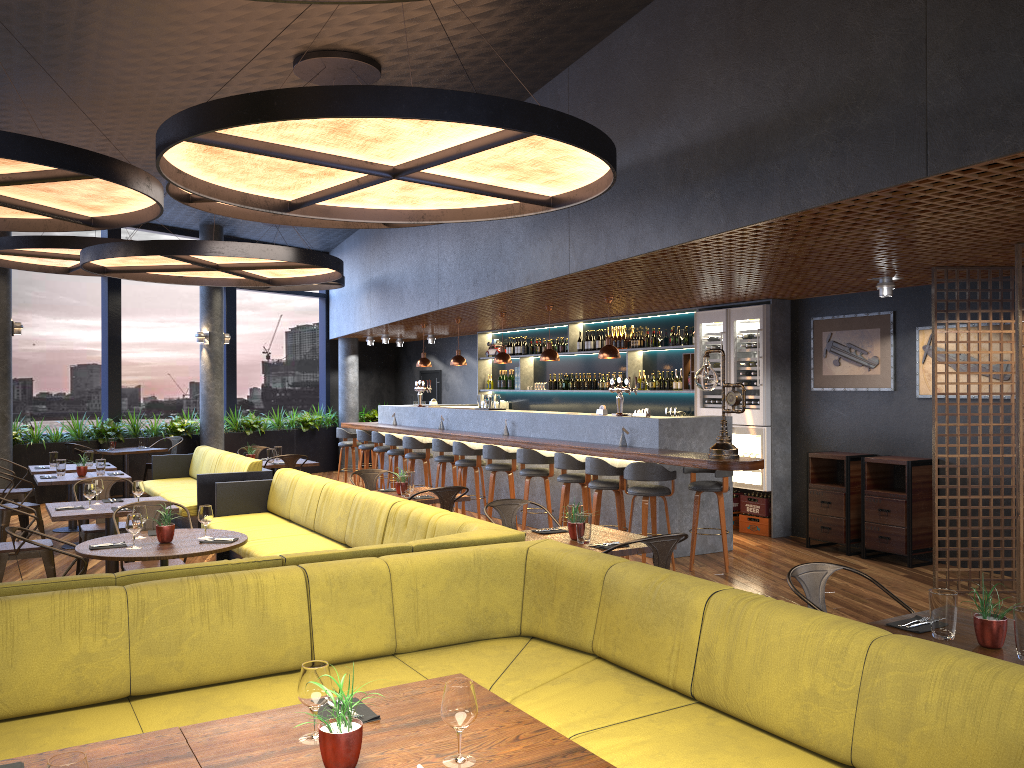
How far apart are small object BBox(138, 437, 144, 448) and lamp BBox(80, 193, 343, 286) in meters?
3.8 m

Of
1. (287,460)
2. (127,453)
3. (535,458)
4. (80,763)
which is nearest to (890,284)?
(535,458)

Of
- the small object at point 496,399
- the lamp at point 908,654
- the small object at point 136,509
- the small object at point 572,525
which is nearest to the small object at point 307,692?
the lamp at point 908,654

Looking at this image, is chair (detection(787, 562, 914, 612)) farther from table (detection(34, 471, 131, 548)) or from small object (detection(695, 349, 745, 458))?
table (detection(34, 471, 131, 548))

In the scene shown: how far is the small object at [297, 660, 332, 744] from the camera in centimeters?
240cm

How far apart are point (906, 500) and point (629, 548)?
4.4 meters

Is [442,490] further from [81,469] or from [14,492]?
[14,492]

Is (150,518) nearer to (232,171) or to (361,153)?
(232,171)

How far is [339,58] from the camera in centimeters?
733cm

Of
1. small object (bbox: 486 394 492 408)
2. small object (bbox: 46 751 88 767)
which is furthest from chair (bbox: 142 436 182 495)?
small object (bbox: 46 751 88 767)
